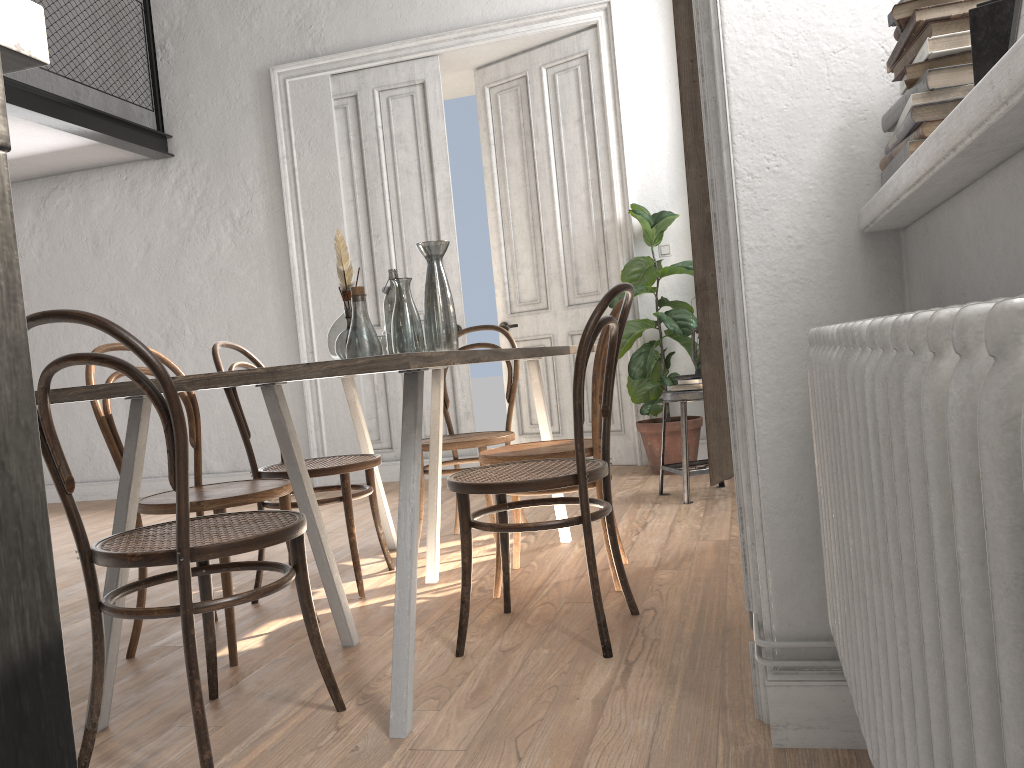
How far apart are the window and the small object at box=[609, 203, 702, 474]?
3.4 meters

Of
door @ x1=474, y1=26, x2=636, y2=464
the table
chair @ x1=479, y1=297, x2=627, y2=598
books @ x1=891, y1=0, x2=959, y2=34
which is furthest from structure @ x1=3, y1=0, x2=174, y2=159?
books @ x1=891, y1=0, x2=959, y2=34

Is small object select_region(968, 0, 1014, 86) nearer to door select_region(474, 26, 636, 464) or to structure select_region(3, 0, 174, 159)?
door select_region(474, 26, 636, 464)

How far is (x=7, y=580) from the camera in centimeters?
39cm

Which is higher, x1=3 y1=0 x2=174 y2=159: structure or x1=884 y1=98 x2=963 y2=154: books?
x1=3 y1=0 x2=174 y2=159: structure

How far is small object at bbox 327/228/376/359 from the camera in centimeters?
269cm

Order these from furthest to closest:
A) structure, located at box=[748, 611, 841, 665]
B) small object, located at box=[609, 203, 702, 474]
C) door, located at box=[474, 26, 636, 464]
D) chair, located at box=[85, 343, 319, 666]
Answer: door, located at box=[474, 26, 636, 464]
small object, located at box=[609, 203, 702, 474]
chair, located at box=[85, 343, 319, 666]
structure, located at box=[748, 611, 841, 665]

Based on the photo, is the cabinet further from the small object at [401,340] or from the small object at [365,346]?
the small object at [401,340]

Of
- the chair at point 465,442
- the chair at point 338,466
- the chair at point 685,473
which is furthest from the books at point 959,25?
the chair at point 685,473

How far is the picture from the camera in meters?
1.0 m
